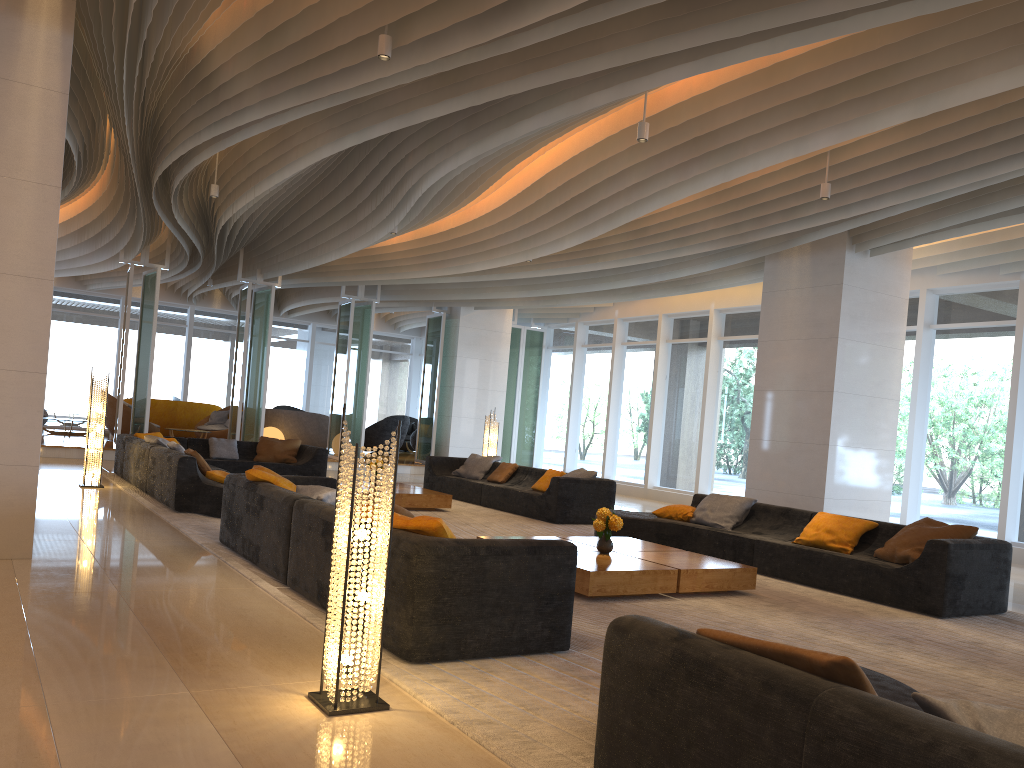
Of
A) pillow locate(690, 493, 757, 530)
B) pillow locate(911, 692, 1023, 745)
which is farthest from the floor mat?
pillow locate(911, 692, 1023, 745)

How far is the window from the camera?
11.5 meters

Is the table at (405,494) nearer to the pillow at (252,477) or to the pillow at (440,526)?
the pillow at (252,477)

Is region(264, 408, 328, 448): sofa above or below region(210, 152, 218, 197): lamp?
below

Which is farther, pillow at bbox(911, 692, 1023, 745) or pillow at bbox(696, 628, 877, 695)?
pillow at bbox(696, 628, 877, 695)

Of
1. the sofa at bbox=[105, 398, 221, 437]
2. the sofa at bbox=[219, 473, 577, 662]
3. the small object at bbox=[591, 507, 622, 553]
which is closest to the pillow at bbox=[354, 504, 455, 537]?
the sofa at bbox=[219, 473, 577, 662]

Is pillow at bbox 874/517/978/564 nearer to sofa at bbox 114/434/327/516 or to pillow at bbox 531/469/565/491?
pillow at bbox 531/469/565/491

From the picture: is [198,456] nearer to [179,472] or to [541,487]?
[179,472]

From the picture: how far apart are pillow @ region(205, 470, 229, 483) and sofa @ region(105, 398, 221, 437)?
11.40m

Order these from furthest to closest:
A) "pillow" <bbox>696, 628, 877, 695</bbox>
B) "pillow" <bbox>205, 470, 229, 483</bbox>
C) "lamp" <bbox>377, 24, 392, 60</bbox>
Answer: "pillow" <bbox>205, 470, 229, 483</bbox> < "lamp" <bbox>377, 24, 392, 60</bbox> < "pillow" <bbox>696, 628, 877, 695</bbox>
